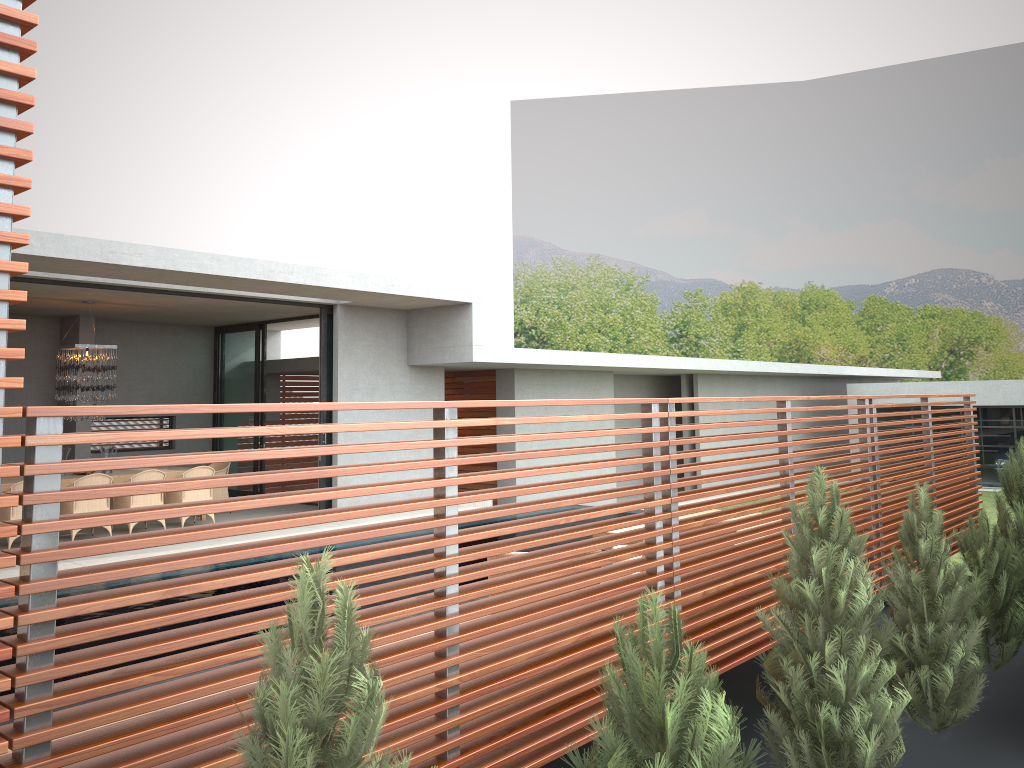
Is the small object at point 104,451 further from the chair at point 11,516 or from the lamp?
the chair at point 11,516

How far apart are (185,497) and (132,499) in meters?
0.8

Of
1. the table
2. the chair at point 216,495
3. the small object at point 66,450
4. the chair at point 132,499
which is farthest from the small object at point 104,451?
the chair at point 132,499

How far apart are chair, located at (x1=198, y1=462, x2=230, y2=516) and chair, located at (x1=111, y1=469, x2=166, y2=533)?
1.8 meters

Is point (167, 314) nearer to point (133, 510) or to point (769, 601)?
point (769, 601)

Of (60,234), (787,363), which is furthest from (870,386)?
(60,234)

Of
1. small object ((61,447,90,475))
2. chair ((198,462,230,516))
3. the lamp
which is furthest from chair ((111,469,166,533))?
small object ((61,447,90,475))

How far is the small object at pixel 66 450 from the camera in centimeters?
4063cm

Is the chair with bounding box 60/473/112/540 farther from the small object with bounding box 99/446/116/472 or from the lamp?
the small object with bounding box 99/446/116/472

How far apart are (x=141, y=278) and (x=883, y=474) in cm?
2121
